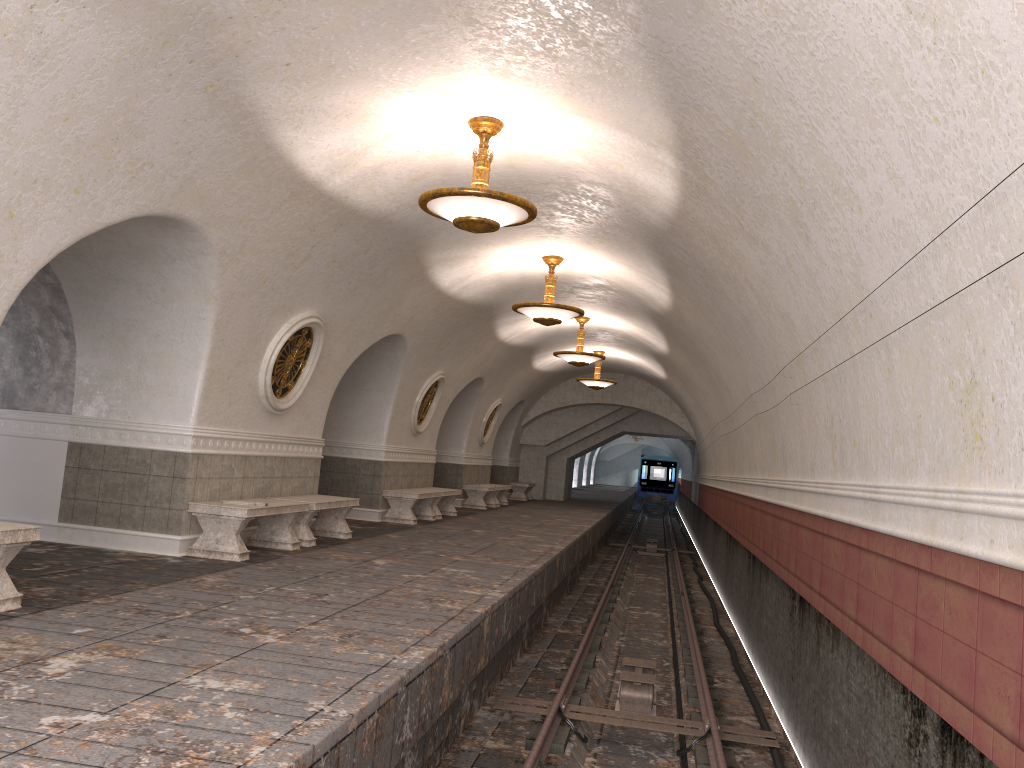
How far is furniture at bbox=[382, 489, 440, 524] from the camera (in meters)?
14.27

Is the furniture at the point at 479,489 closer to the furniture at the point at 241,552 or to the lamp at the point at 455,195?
the furniture at the point at 241,552

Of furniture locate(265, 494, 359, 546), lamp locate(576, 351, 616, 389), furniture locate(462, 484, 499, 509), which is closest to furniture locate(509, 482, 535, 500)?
furniture locate(462, 484, 499, 509)

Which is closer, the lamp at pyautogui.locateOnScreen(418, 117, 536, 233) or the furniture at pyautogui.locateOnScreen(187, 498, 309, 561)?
the lamp at pyautogui.locateOnScreen(418, 117, 536, 233)

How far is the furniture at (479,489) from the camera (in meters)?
20.13

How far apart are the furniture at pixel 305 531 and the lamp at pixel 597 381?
10.8 meters

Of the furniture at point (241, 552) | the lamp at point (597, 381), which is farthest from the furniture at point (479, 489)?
the furniture at point (241, 552)

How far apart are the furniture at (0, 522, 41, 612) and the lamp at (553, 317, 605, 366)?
11.83m

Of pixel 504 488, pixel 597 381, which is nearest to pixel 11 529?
pixel 597 381

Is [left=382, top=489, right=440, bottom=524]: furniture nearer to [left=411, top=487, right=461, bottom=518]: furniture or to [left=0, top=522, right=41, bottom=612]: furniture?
[left=411, top=487, right=461, bottom=518]: furniture
